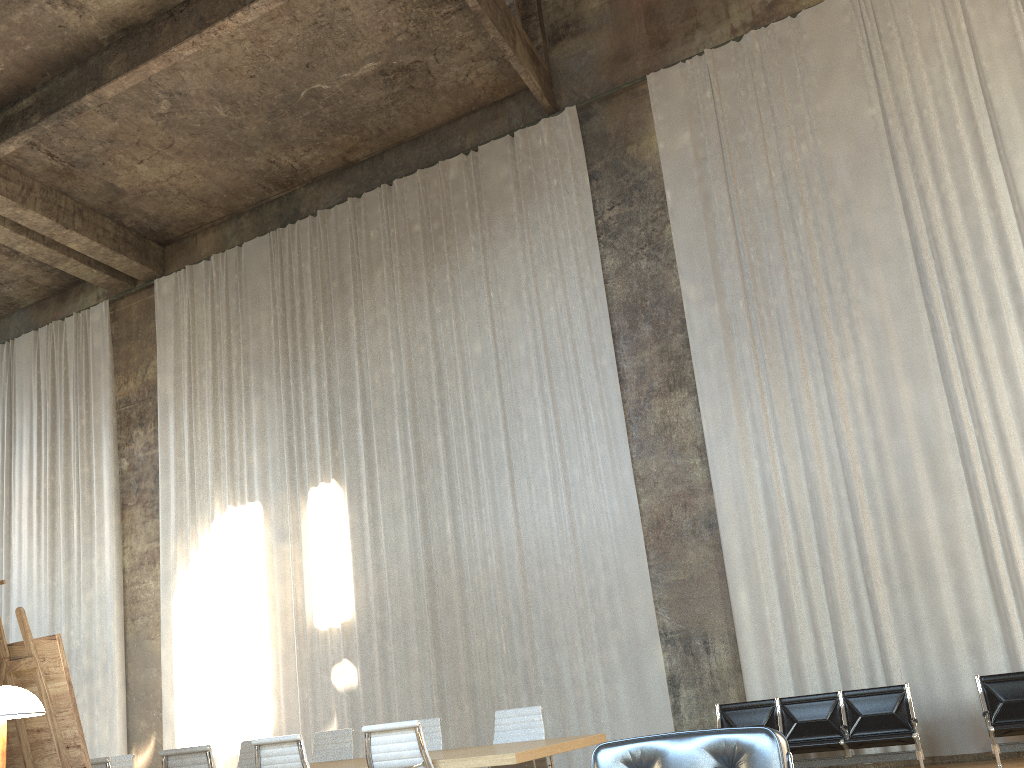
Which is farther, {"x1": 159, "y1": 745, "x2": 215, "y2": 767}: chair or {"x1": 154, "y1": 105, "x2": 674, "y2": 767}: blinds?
{"x1": 154, "y1": 105, "x2": 674, "y2": 767}: blinds

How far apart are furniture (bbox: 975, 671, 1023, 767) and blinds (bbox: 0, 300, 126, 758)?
11.6m

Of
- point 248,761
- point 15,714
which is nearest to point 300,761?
point 248,761

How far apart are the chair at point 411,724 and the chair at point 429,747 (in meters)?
1.90

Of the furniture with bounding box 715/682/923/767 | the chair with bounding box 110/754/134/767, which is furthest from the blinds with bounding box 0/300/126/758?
the furniture with bounding box 715/682/923/767

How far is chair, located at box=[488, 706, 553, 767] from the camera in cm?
681

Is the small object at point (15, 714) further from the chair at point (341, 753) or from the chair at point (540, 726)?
the chair at point (341, 753)

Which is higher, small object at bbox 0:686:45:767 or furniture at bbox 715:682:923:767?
small object at bbox 0:686:45:767

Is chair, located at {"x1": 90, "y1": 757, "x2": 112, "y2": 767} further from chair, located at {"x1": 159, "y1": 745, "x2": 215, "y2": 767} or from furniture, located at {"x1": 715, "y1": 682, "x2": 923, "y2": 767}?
furniture, located at {"x1": 715, "y1": 682, "x2": 923, "y2": 767}

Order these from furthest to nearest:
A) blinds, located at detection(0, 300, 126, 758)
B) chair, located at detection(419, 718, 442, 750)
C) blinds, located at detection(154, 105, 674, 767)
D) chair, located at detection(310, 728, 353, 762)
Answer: blinds, located at detection(0, 300, 126, 758)
blinds, located at detection(154, 105, 674, 767)
chair, located at detection(310, 728, 353, 762)
chair, located at detection(419, 718, 442, 750)
